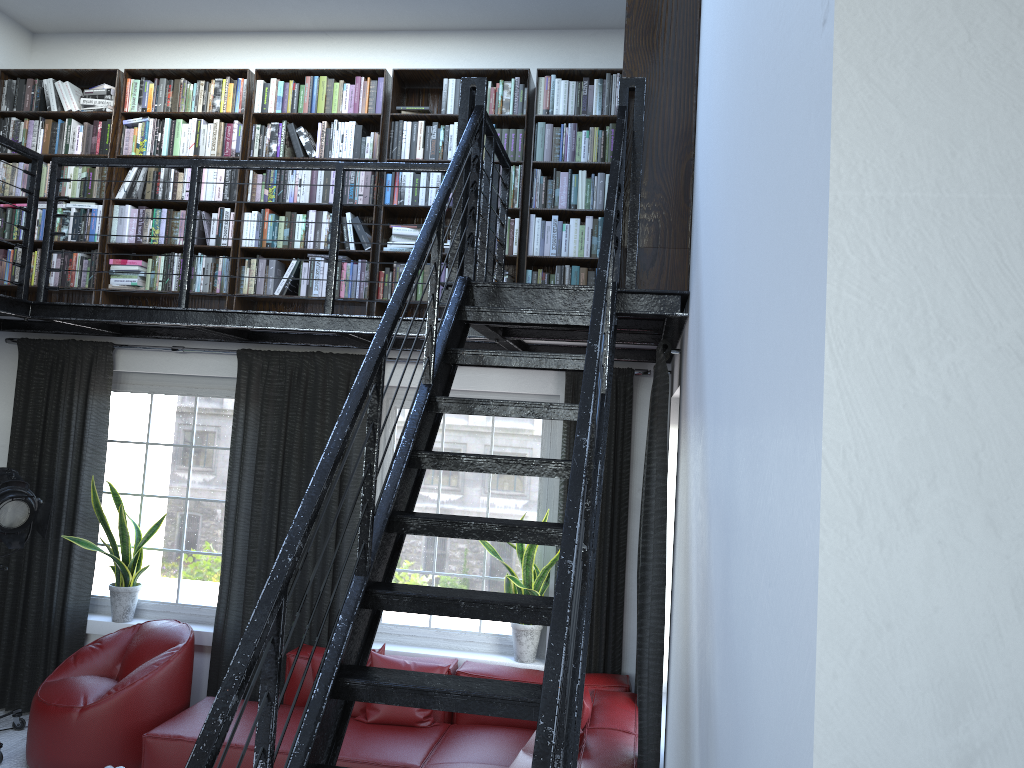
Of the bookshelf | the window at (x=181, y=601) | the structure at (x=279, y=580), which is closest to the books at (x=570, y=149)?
the bookshelf

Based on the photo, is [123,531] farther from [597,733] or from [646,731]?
[646,731]

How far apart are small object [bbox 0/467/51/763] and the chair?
0.5m

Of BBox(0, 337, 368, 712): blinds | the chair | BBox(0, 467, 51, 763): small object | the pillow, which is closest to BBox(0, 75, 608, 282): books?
BBox(0, 337, 368, 712): blinds

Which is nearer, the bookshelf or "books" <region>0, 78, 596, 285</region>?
the bookshelf

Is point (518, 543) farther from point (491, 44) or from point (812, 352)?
point (812, 352)

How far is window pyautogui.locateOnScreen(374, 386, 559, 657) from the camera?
5.5 meters

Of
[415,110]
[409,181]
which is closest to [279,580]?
[409,181]

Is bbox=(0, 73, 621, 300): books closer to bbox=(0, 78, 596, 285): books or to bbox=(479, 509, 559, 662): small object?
bbox=(0, 78, 596, 285): books

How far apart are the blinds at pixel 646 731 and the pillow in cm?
31
